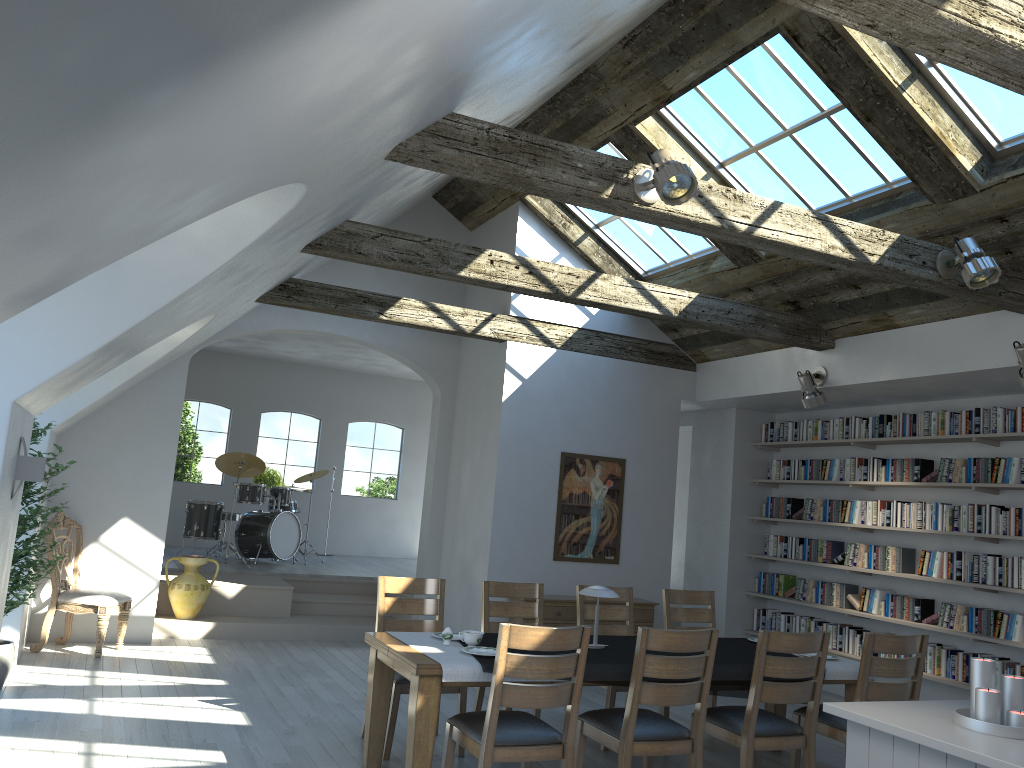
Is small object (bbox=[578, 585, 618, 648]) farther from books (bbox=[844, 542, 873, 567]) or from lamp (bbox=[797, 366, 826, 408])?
books (bbox=[844, 542, 873, 567])

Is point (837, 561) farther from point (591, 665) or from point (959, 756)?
point (959, 756)

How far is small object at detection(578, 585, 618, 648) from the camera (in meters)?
5.19

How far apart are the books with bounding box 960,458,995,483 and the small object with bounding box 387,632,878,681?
2.5m

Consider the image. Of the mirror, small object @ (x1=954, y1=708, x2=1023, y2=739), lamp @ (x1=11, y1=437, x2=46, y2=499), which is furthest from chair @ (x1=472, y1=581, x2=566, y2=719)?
small object @ (x1=954, y1=708, x2=1023, y2=739)

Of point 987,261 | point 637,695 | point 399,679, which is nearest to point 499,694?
point 637,695

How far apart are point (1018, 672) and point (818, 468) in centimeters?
266cm

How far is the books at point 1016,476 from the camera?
6.94m

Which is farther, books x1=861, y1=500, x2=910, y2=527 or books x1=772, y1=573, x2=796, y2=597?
books x1=772, y1=573, x2=796, y2=597

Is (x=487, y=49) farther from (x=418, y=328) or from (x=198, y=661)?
(x=198, y=661)
